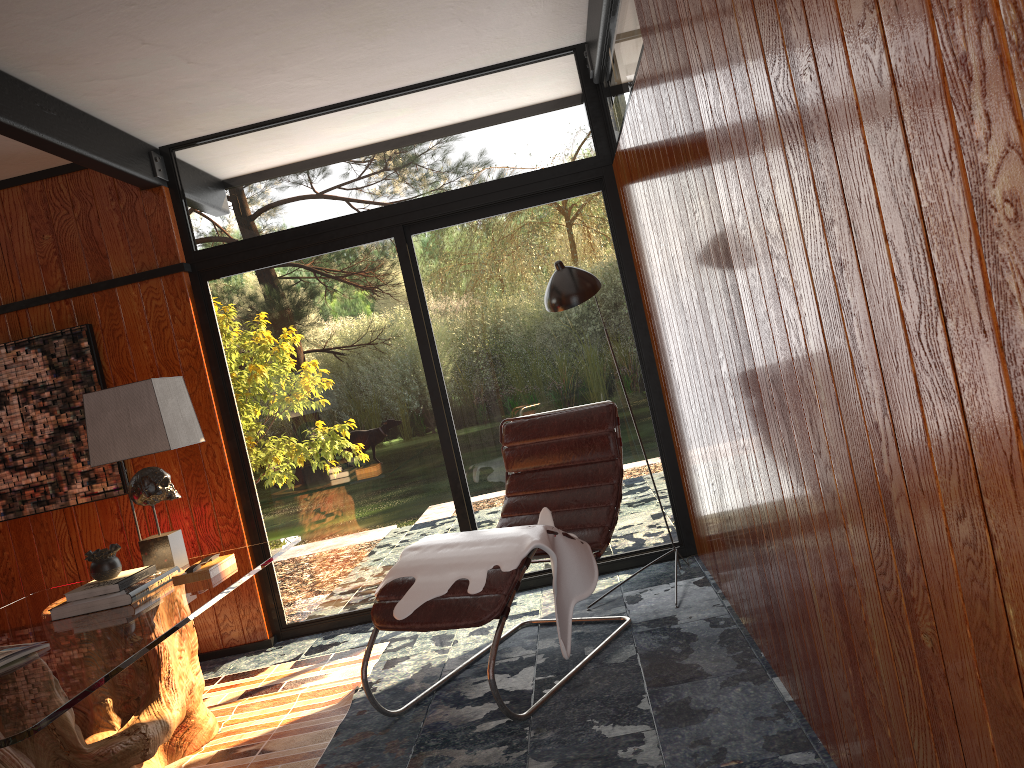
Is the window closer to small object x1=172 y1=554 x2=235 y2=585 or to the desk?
the desk

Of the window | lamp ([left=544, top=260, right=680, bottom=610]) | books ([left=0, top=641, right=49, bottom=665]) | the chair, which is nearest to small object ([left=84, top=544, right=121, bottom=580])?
books ([left=0, top=641, right=49, bottom=665])

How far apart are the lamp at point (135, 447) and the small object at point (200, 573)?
0.25m

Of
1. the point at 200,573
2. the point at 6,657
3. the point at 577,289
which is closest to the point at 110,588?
the point at 200,573

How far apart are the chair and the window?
0.4m

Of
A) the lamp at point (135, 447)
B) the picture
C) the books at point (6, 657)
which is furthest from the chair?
the picture

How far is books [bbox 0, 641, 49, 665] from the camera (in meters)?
2.40

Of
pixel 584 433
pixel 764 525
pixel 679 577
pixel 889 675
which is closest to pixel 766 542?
pixel 764 525

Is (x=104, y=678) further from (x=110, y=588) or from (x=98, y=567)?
(x=98, y=567)

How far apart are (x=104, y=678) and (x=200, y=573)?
1.0m
